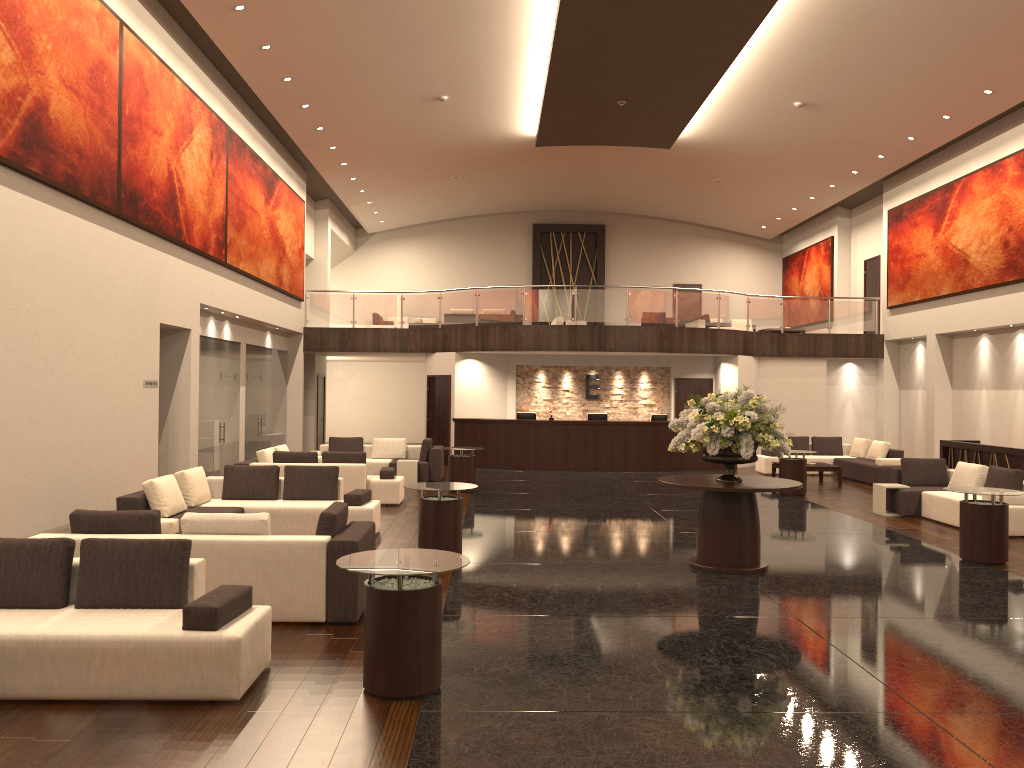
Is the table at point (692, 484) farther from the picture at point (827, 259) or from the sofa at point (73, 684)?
the picture at point (827, 259)

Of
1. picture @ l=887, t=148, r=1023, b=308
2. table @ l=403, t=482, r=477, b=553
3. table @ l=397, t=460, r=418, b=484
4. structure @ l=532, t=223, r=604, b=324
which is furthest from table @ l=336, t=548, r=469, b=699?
structure @ l=532, t=223, r=604, b=324

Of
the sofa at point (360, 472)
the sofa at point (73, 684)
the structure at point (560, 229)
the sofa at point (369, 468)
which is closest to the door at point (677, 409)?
the sofa at point (369, 468)

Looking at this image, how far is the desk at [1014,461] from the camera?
14.09m

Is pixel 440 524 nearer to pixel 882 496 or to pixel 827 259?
pixel 882 496

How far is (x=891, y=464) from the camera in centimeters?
1793cm

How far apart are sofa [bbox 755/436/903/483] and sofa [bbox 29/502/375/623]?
13.2 meters

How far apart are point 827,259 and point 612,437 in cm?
1050

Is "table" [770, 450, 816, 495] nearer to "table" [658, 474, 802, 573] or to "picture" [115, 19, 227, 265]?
"table" [658, 474, 802, 573]

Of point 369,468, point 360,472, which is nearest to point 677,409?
point 369,468
